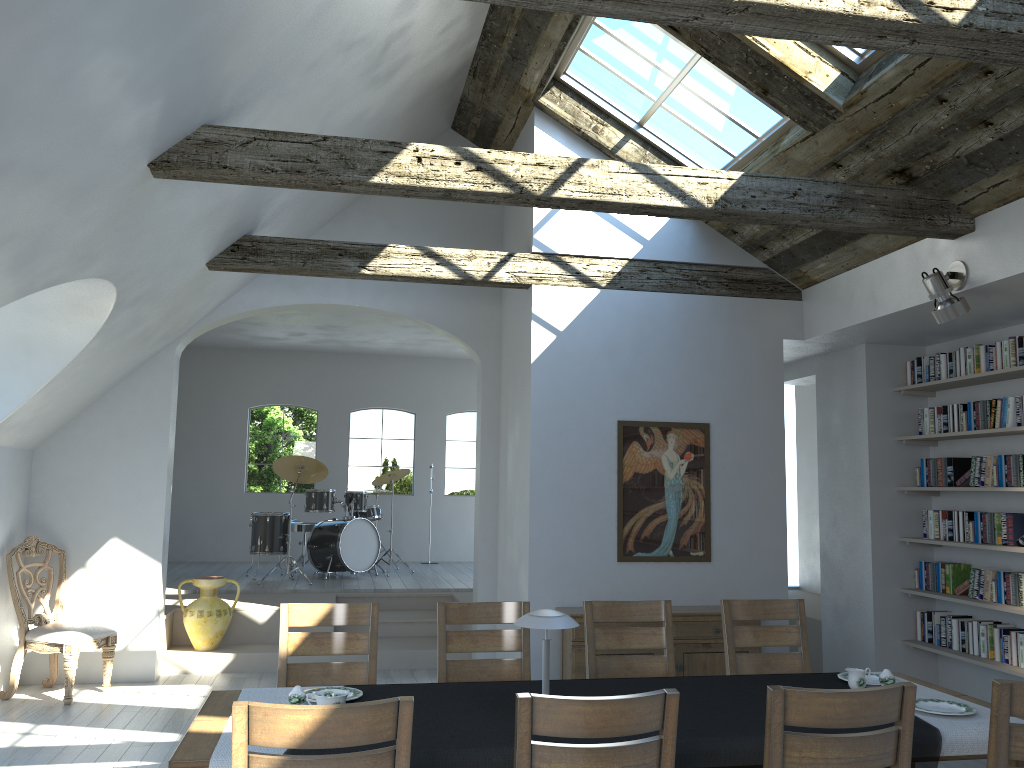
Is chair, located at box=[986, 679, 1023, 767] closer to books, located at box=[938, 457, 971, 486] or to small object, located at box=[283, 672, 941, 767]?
small object, located at box=[283, 672, 941, 767]

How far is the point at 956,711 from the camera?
3.4 meters

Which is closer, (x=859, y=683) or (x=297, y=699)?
(x=297, y=699)

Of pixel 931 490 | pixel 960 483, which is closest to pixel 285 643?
pixel 931 490

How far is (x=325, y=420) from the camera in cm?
1257

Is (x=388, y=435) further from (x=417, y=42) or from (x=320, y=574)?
(x=417, y=42)

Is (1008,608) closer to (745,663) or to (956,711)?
(745,663)

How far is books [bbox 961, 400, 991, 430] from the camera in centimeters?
630cm

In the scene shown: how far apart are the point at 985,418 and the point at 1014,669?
1.7 meters

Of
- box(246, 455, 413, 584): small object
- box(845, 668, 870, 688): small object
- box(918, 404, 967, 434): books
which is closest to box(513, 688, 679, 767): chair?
box(845, 668, 870, 688): small object
